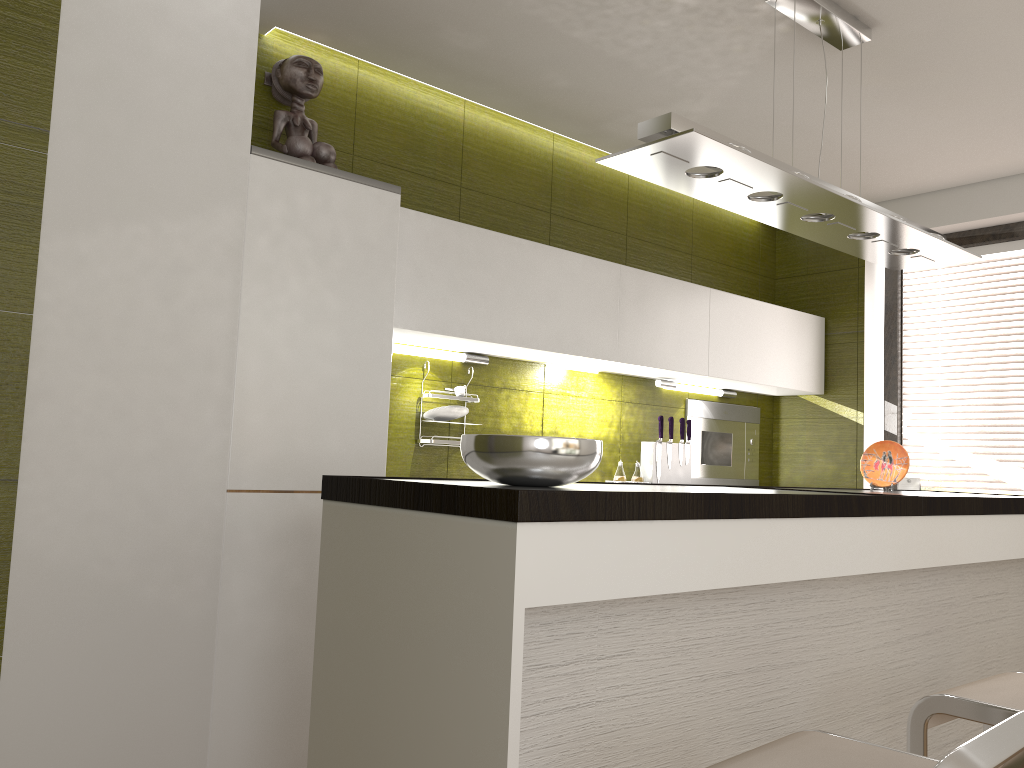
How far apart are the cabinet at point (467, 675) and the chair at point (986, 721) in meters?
0.3

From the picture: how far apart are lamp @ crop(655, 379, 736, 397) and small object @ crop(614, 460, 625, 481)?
0.5 meters

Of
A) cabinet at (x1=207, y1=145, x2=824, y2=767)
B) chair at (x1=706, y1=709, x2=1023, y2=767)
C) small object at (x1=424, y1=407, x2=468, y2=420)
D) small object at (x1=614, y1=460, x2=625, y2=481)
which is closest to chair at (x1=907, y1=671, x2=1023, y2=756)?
chair at (x1=706, y1=709, x2=1023, y2=767)

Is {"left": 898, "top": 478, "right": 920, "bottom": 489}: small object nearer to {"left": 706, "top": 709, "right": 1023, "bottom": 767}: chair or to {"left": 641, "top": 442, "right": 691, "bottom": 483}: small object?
{"left": 641, "top": 442, "right": 691, "bottom": 483}: small object

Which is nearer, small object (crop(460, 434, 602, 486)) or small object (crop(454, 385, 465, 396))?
small object (crop(460, 434, 602, 486))

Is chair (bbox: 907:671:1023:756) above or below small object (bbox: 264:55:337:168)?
below

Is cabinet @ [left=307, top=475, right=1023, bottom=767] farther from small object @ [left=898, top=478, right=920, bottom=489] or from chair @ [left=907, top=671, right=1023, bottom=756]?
small object @ [left=898, top=478, right=920, bottom=489]

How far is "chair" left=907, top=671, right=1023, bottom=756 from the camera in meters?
1.8

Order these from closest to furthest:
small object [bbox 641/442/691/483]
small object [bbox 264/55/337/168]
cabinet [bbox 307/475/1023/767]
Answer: cabinet [bbox 307/475/1023/767] → small object [bbox 264/55/337/168] → small object [bbox 641/442/691/483]

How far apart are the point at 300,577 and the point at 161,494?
0.50m
